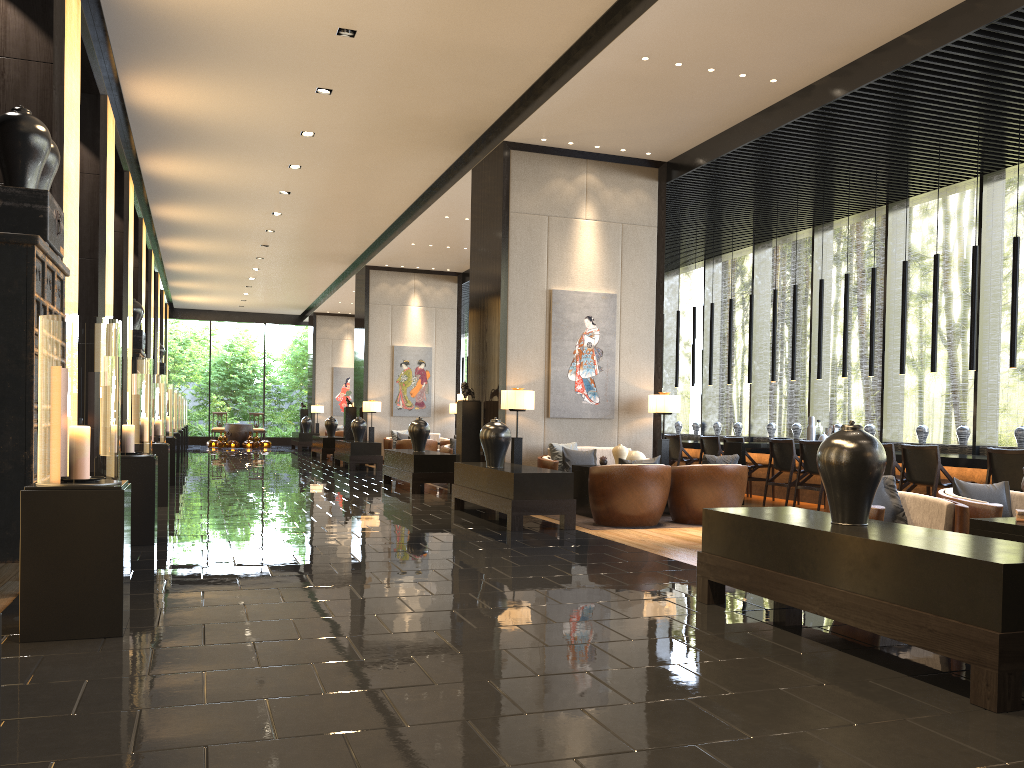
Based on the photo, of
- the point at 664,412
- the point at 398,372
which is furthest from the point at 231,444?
the point at 664,412

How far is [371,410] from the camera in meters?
18.2

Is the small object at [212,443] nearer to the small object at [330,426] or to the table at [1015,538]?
the small object at [330,426]

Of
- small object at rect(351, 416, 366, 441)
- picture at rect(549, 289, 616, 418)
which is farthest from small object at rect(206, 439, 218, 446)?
picture at rect(549, 289, 616, 418)

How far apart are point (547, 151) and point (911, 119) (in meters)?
3.95

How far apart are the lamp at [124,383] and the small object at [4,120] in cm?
172

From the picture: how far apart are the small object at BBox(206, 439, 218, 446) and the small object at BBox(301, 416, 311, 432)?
3.4m

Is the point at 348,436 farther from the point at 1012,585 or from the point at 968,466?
the point at 1012,585

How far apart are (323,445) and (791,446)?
12.09m

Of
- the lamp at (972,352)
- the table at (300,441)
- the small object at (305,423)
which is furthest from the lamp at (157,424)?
the small object at (305,423)
